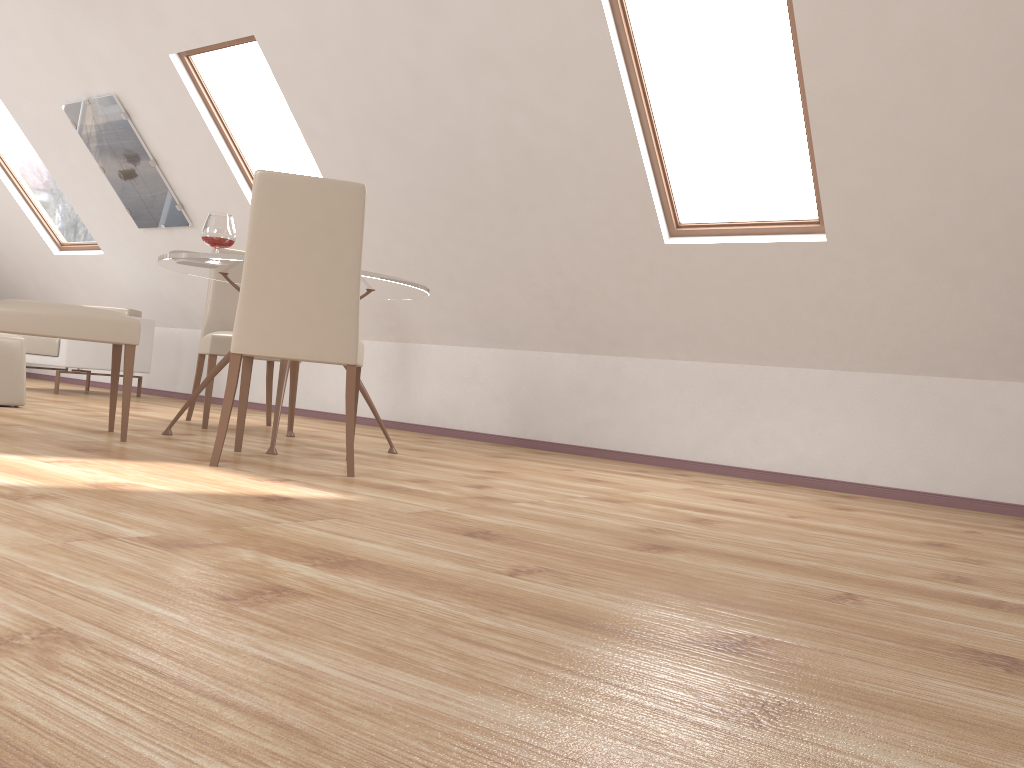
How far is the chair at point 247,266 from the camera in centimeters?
296cm

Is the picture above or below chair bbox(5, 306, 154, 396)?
above

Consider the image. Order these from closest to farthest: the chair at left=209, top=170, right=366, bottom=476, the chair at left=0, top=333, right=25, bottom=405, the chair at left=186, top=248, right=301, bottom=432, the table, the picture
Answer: the chair at left=209, top=170, right=366, bottom=476 → the table → the chair at left=186, top=248, right=301, bottom=432 → the chair at left=0, top=333, right=25, bottom=405 → the picture

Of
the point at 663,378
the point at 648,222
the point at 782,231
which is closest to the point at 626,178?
the point at 648,222

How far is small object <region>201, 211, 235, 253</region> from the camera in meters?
3.6 m

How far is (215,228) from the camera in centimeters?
358cm

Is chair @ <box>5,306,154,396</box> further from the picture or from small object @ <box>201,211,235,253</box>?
small object @ <box>201,211,235,253</box>

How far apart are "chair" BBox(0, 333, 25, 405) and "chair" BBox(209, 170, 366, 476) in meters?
2.0

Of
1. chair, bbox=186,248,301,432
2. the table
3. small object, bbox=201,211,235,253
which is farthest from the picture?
small object, bbox=201,211,235,253

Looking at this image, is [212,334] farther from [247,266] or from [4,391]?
[247,266]
